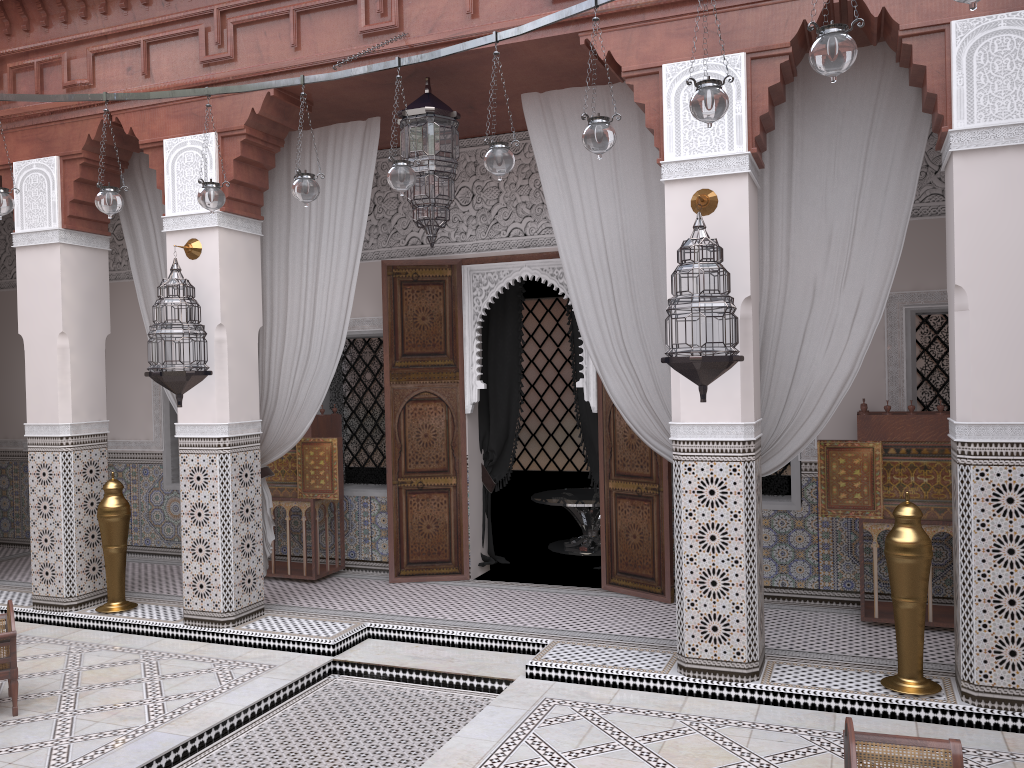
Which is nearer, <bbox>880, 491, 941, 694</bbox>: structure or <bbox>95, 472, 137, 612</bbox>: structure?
<bbox>880, 491, 941, 694</bbox>: structure

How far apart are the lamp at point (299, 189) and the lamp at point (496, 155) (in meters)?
0.57

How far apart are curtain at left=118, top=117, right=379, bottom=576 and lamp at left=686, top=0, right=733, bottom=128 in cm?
172

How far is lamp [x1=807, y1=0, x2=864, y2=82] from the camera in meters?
1.5 m

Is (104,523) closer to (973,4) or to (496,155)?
(496,155)

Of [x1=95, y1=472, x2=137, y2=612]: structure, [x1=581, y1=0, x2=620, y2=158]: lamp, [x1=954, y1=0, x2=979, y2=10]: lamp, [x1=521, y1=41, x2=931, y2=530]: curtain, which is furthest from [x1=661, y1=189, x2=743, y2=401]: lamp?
[x1=95, y1=472, x2=137, y2=612]: structure

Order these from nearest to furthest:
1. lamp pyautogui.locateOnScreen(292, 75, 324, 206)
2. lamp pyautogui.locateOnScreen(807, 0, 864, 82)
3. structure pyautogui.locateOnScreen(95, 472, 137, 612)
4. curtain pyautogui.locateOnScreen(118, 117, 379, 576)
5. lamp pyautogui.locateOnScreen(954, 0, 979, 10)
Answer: lamp pyautogui.locateOnScreen(954, 0, 979, 10)
lamp pyautogui.locateOnScreen(807, 0, 864, 82)
lamp pyautogui.locateOnScreen(292, 75, 324, 206)
curtain pyautogui.locateOnScreen(118, 117, 379, 576)
structure pyautogui.locateOnScreen(95, 472, 137, 612)

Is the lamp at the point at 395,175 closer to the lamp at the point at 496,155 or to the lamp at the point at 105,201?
the lamp at the point at 496,155

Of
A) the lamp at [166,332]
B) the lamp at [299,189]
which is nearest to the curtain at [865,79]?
the lamp at [299,189]

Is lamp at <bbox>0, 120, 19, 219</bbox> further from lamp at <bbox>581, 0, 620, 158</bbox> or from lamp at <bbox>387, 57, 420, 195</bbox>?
lamp at <bbox>581, 0, 620, 158</bbox>
